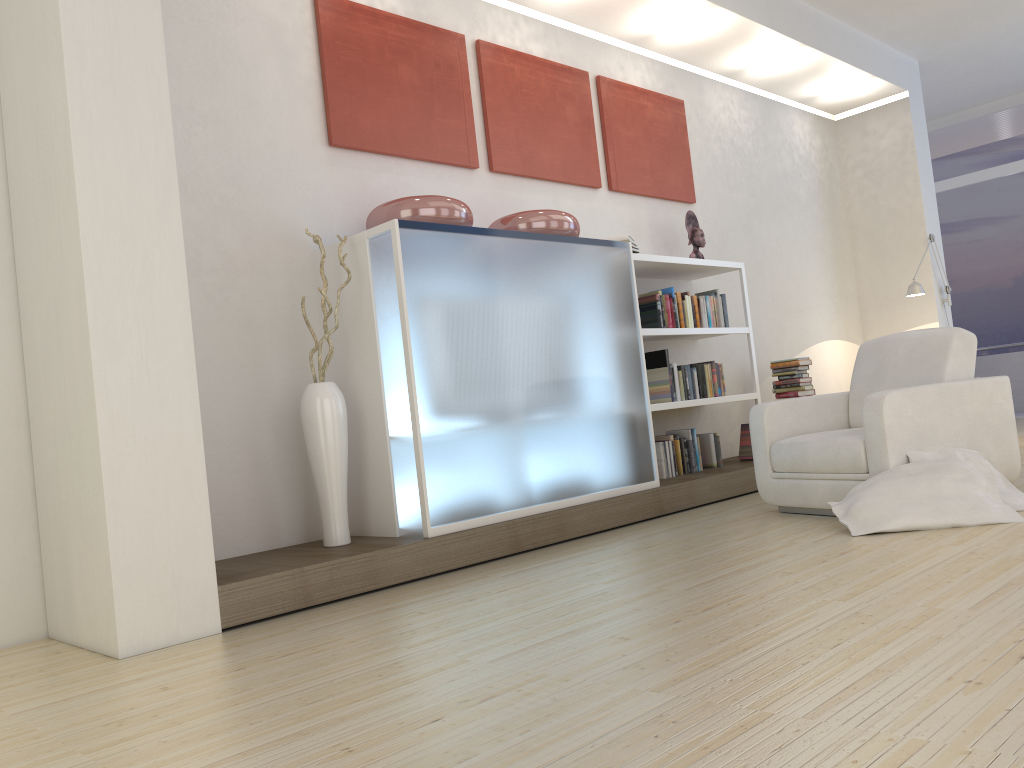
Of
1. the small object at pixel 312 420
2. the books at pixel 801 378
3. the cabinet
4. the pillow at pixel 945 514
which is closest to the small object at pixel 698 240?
the books at pixel 801 378

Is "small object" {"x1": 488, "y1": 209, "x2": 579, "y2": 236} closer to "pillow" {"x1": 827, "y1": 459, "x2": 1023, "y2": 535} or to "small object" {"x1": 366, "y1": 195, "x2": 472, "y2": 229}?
"small object" {"x1": 366, "y1": 195, "x2": 472, "y2": 229}

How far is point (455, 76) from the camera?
5.1m

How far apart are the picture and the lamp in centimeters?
231cm

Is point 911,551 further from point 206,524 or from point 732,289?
point 732,289

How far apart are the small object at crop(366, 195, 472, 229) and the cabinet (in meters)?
0.11

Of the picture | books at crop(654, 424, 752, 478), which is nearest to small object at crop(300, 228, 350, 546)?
the picture

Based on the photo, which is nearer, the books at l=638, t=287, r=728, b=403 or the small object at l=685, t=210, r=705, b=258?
the books at l=638, t=287, r=728, b=403

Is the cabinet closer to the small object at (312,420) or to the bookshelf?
the small object at (312,420)

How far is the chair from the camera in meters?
3.9
